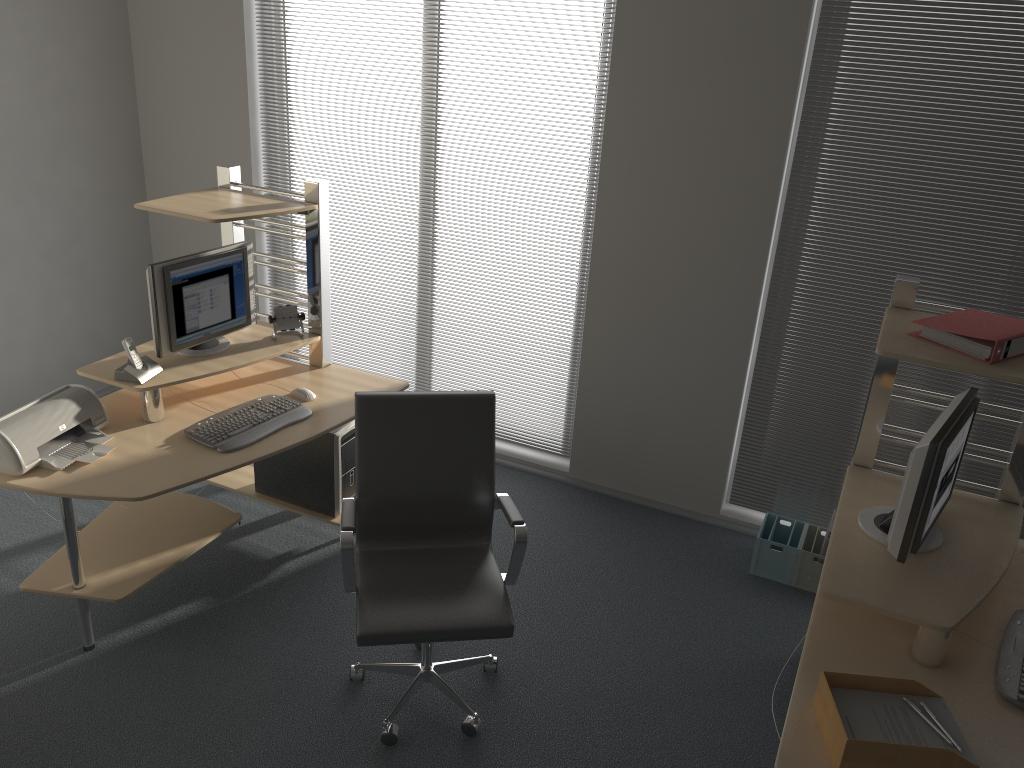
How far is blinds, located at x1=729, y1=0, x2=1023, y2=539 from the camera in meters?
3.4 m

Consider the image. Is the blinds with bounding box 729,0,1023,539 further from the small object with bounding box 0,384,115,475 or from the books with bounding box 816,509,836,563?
the small object with bounding box 0,384,115,475

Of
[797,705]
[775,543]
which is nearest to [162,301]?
[797,705]

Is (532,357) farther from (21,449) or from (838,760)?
(838,760)

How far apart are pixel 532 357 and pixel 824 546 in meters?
1.7 m

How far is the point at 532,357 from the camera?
4.6 meters

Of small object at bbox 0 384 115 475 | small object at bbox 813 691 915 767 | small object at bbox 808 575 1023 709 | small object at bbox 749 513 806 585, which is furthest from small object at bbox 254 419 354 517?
A: small object at bbox 808 575 1023 709

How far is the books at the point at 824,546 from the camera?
3.83m

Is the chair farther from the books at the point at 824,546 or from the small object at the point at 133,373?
the books at the point at 824,546

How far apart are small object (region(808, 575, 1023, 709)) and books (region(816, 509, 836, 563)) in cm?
123
